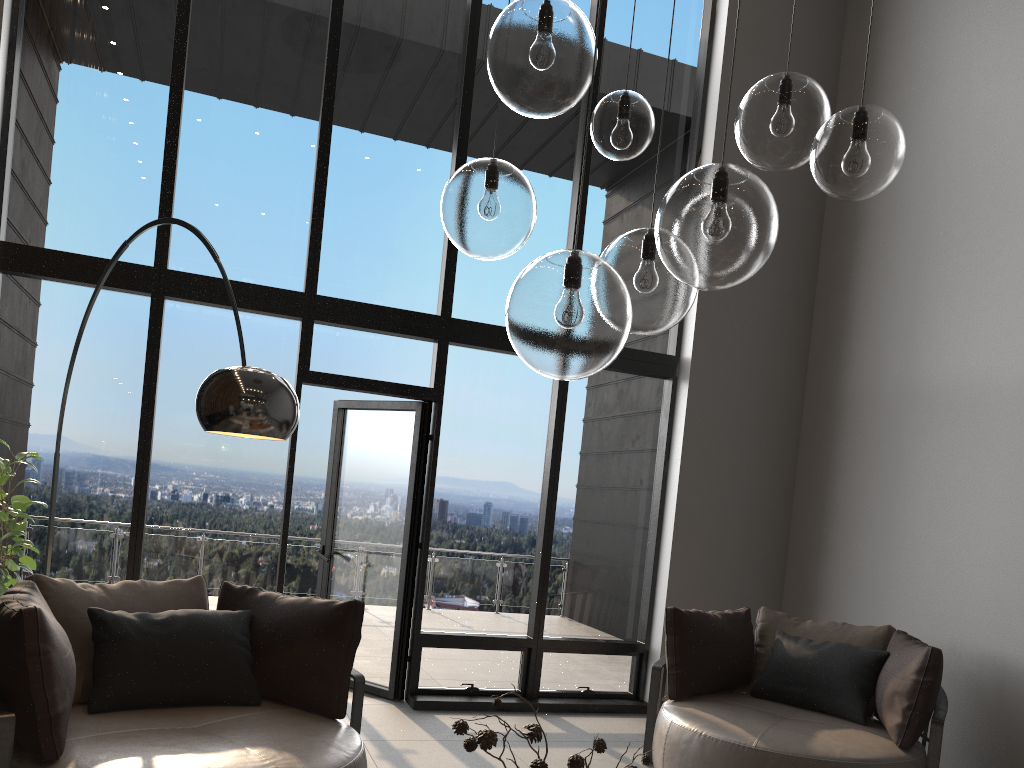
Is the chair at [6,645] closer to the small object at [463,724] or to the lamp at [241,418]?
the lamp at [241,418]

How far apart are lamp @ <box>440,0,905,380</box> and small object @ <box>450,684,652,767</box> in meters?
0.7 m

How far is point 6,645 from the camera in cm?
270

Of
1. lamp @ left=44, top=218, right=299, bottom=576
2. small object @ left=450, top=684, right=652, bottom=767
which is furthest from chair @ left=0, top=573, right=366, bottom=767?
small object @ left=450, top=684, right=652, bottom=767

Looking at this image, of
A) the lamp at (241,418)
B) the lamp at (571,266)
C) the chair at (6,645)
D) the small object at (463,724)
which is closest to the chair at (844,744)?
the chair at (6,645)

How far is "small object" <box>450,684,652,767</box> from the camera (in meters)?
1.78

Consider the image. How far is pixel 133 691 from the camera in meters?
3.3 m

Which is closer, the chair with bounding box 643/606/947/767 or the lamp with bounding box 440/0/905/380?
the lamp with bounding box 440/0/905/380

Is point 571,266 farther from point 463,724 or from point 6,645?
point 6,645

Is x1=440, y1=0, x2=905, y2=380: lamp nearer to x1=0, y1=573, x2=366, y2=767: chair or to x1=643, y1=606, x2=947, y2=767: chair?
x1=0, y1=573, x2=366, y2=767: chair
